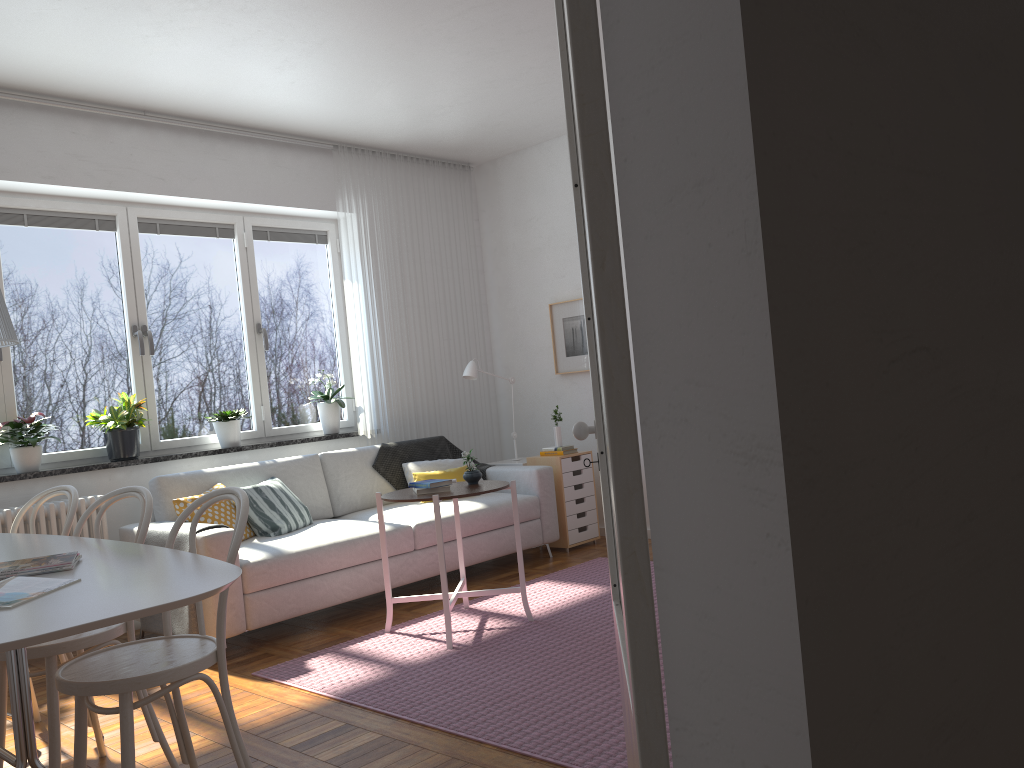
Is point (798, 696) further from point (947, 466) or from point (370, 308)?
point (370, 308)

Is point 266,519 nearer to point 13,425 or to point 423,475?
point 423,475

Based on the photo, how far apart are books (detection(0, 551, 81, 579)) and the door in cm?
176

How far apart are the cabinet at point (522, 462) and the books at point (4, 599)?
4.3m

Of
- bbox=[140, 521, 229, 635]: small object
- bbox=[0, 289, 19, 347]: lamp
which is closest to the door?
bbox=[0, 289, 19, 347]: lamp

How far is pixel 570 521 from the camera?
5.9 meters

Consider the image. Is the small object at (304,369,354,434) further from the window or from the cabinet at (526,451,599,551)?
the cabinet at (526,451,599,551)

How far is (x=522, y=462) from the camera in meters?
6.2

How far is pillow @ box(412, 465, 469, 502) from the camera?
5.6 meters

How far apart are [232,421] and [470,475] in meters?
1.9 m
